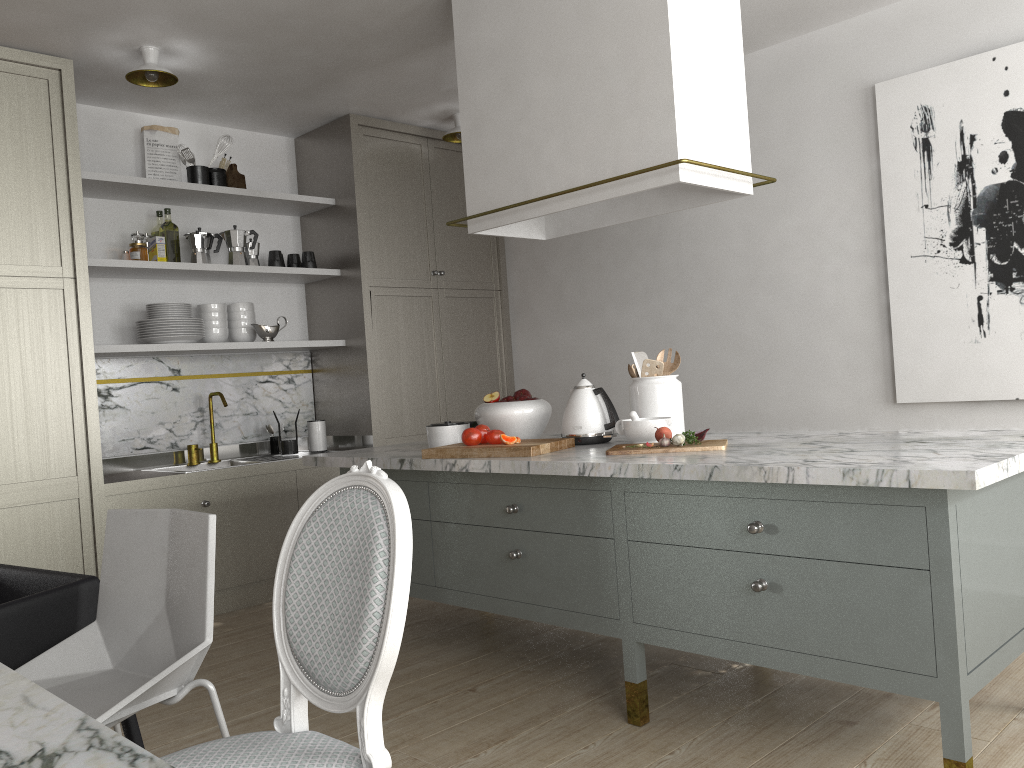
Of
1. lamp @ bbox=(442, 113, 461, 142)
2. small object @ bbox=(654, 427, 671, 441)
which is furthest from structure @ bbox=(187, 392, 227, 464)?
small object @ bbox=(654, 427, 671, 441)

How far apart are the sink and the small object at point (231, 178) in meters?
1.4 m

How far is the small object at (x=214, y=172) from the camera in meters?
4.4

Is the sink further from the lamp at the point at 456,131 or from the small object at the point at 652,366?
the small object at the point at 652,366

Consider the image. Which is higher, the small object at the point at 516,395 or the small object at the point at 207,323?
the small object at the point at 207,323

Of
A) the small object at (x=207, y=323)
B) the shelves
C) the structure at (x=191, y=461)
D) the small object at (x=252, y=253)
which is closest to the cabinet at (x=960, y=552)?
the shelves

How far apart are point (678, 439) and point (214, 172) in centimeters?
295cm

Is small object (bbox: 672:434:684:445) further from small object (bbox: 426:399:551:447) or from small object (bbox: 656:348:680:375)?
small object (bbox: 426:399:551:447)

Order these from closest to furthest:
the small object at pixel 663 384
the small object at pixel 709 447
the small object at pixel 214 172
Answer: the small object at pixel 709 447 < the small object at pixel 663 384 < the small object at pixel 214 172

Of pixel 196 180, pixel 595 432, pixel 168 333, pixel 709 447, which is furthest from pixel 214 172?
pixel 709 447
